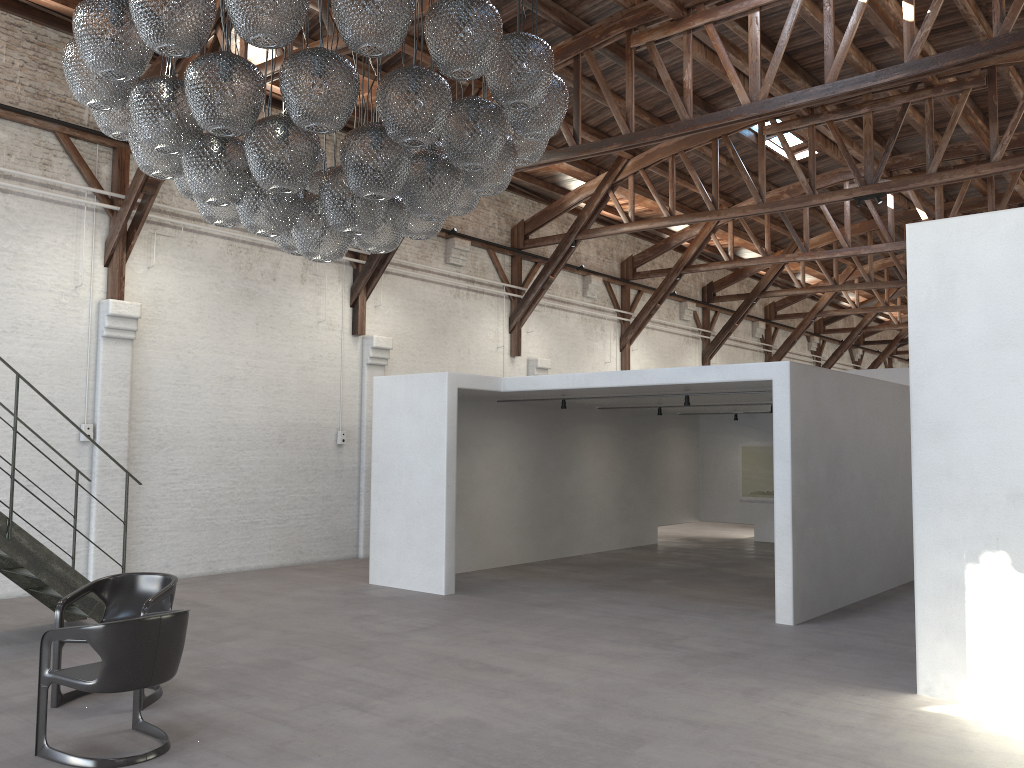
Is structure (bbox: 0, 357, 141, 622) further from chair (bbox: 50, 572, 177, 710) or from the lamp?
the lamp

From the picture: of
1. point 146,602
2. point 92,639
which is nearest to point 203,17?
point 92,639

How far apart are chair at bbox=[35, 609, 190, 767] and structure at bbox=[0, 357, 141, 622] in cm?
263

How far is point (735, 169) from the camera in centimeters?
1591cm

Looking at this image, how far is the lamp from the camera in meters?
3.8 m

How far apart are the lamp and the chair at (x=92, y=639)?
2.04m

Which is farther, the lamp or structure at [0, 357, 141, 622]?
structure at [0, 357, 141, 622]

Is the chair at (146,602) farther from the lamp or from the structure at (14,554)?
the lamp

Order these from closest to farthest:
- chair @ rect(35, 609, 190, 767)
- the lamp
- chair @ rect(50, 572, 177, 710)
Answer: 1. the lamp
2. chair @ rect(35, 609, 190, 767)
3. chair @ rect(50, 572, 177, 710)

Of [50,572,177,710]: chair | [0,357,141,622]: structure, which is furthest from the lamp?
[0,357,141,622]: structure
